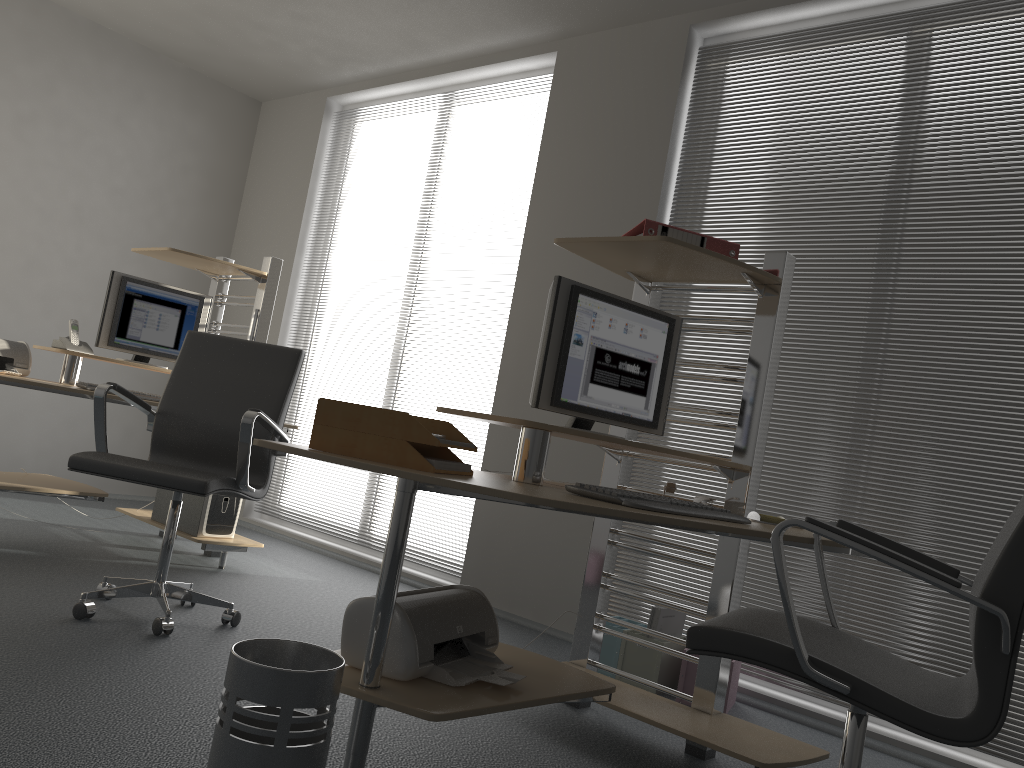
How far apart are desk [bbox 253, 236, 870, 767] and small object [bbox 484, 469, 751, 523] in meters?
0.0 m

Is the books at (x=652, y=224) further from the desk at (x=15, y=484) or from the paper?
the desk at (x=15, y=484)

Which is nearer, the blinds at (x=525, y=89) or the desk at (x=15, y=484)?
the desk at (x=15, y=484)

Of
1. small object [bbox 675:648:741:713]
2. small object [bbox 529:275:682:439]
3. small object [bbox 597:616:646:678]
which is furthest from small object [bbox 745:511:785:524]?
small object [bbox 597:616:646:678]

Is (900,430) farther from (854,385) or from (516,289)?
(516,289)

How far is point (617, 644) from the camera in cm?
347

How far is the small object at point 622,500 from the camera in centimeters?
195cm

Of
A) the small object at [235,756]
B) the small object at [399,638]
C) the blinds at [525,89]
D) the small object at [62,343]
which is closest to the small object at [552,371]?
the small object at [399,638]

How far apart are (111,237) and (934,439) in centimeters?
504cm

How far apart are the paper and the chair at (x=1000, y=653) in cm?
61
